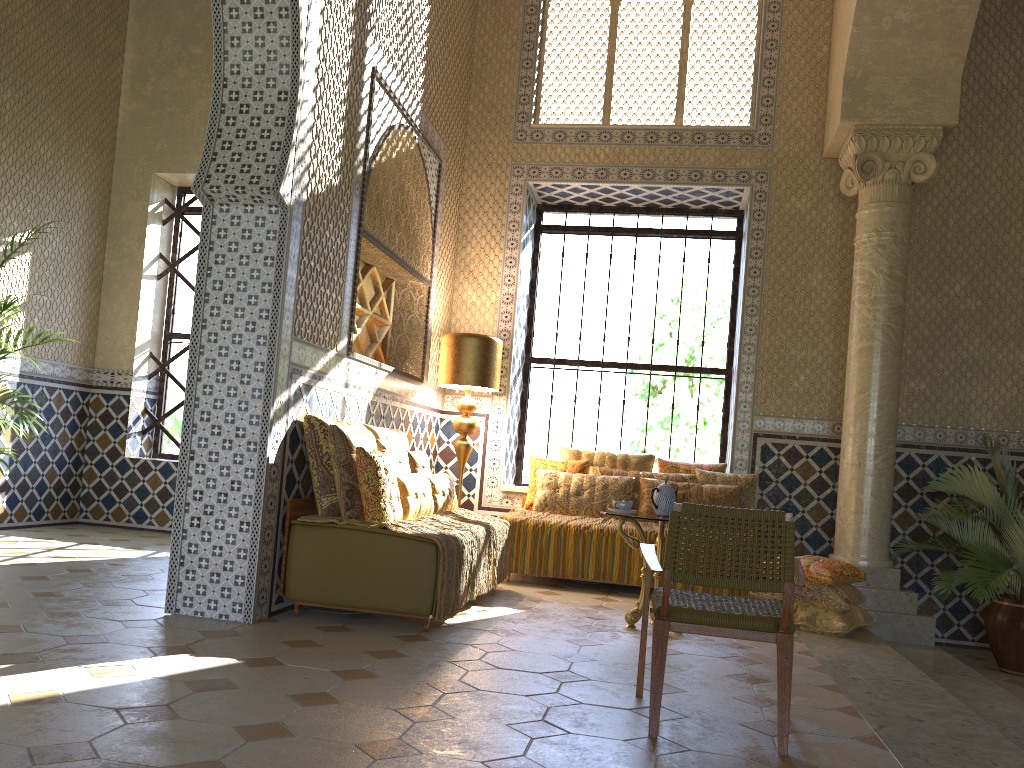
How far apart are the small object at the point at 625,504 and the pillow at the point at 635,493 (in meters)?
2.65

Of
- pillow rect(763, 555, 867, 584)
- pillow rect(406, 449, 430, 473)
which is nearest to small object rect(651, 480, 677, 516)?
pillow rect(763, 555, 867, 584)

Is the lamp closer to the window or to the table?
the window

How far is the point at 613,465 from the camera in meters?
10.7 m

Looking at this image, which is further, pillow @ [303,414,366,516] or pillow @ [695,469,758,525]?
pillow @ [695,469,758,525]

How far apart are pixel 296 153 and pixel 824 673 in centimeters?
549cm

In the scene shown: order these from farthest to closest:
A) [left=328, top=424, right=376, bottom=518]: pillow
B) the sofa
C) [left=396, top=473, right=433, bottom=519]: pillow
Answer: [left=396, top=473, right=433, bottom=519]: pillow < [left=328, top=424, right=376, bottom=518]: pillow < the sofa

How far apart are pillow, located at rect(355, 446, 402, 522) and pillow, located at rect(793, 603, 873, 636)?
3.85m

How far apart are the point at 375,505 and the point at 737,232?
7.22m

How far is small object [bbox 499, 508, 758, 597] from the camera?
9.6m
